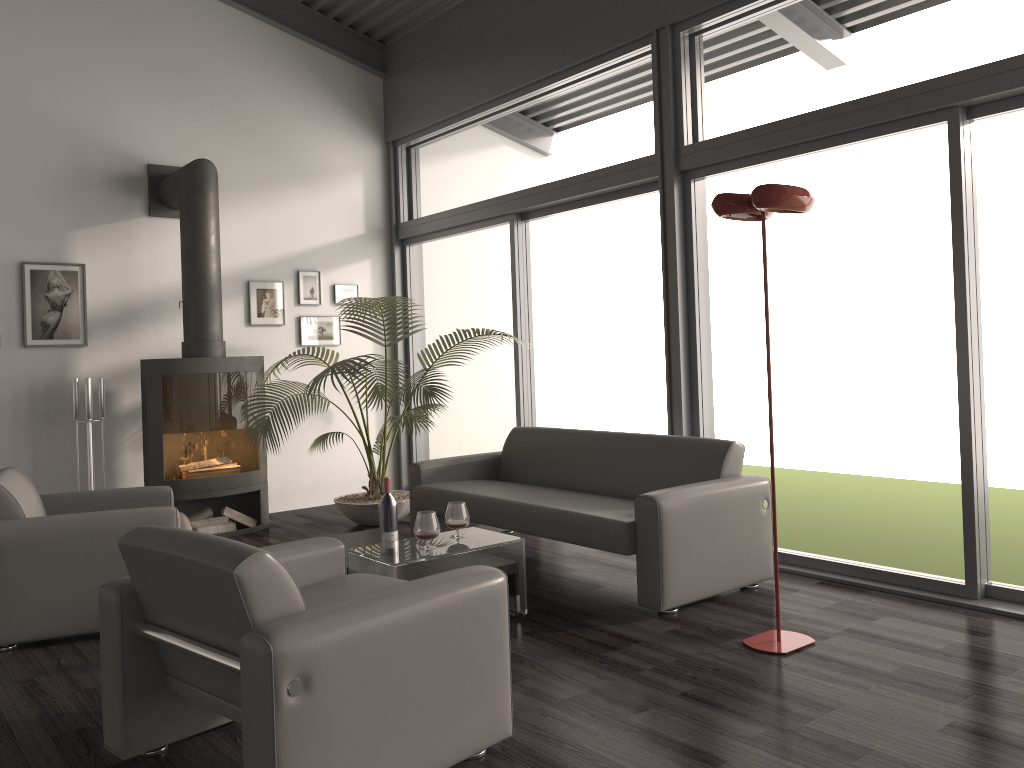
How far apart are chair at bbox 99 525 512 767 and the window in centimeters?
235cm

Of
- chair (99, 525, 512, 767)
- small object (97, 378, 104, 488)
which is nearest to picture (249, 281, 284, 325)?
small object (97, 378, 104, 488)

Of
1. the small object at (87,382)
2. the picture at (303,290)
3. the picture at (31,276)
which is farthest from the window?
the small object at (87,382)

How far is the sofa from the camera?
3.96m

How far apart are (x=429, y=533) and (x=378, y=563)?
0.3 meters

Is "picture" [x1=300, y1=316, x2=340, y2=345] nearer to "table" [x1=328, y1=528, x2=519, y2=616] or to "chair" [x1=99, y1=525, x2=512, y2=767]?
"table" [x1=328, y1=528, x2=519, y2=616]

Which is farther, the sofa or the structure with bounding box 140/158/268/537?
the structure with bounding box 140/158/268/537

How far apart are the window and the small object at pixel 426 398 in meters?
0.4

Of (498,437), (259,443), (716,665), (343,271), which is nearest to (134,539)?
(716,665)

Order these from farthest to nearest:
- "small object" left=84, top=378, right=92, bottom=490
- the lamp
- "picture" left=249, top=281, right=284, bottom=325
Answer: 1. "picture" left=249, top=281, right=284, bottom=325
2. "small object" left=84, top=378, right=92, bottom=490
3. the lamp
